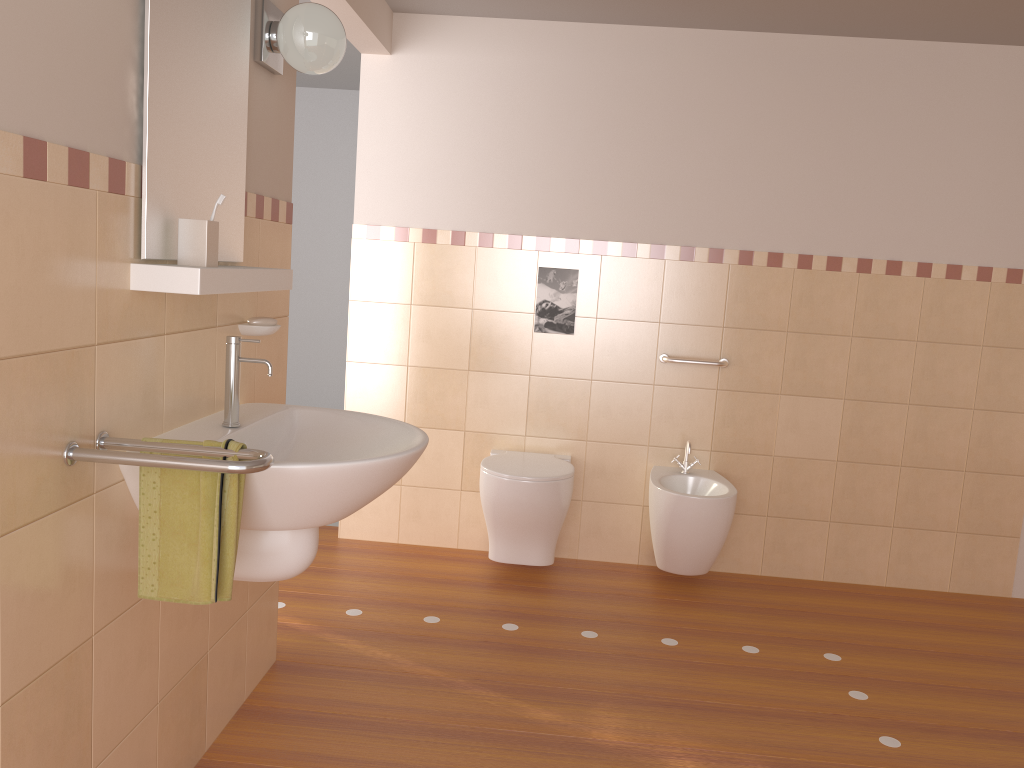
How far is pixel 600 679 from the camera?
2.77m

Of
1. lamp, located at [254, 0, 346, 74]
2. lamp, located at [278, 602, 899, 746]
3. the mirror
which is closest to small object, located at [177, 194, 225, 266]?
the mirror

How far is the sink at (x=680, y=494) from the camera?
3.36m

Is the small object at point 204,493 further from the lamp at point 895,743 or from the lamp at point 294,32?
the lamp at point 895,743

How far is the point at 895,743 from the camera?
2.50m

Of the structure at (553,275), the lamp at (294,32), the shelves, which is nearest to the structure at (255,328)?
the shelves

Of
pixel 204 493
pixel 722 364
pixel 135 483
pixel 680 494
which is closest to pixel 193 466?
pixel 204 493

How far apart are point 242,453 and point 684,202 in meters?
2.6

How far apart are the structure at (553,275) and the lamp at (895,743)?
1.77m

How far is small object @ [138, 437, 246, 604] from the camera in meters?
1.6
